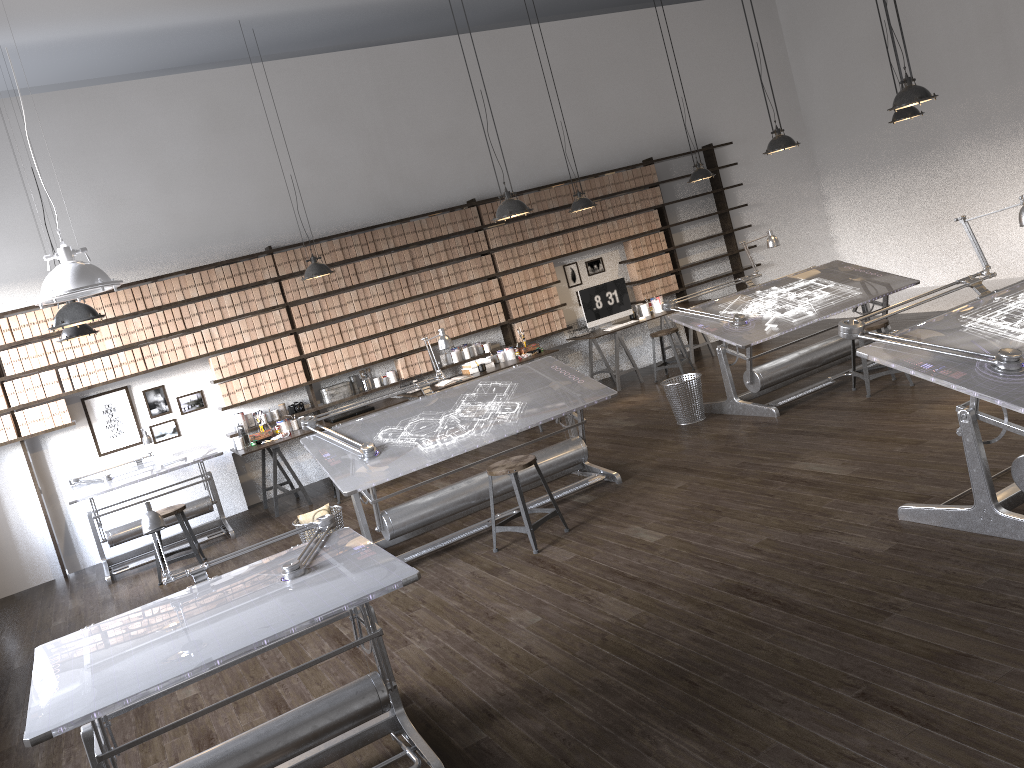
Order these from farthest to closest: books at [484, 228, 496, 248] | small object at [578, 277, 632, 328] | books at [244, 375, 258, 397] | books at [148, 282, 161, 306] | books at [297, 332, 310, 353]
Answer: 1. small object at [578, 277, 632, 328]
2. books at [484, 228, 496, 248]
3. books at [297, 332, 310, 353]
4. books at [244, 375, 258, 397]
5. books at [148, 282, 161, 306]

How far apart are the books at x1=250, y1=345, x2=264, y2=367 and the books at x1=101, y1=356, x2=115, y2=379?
1.3 meters

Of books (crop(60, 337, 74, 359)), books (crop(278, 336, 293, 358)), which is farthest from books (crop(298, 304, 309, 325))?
books (crop(60, 337, 74, 359))

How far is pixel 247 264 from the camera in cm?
866

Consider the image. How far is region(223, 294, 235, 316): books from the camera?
8.6m

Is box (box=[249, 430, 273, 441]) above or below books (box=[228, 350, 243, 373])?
below

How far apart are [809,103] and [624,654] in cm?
1023

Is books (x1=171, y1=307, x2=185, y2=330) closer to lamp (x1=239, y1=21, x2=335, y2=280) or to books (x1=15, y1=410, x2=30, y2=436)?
books (x1=15, y1=410, x2=30, y2=436)

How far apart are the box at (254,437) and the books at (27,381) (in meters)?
1.92

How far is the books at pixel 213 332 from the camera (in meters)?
8.52
